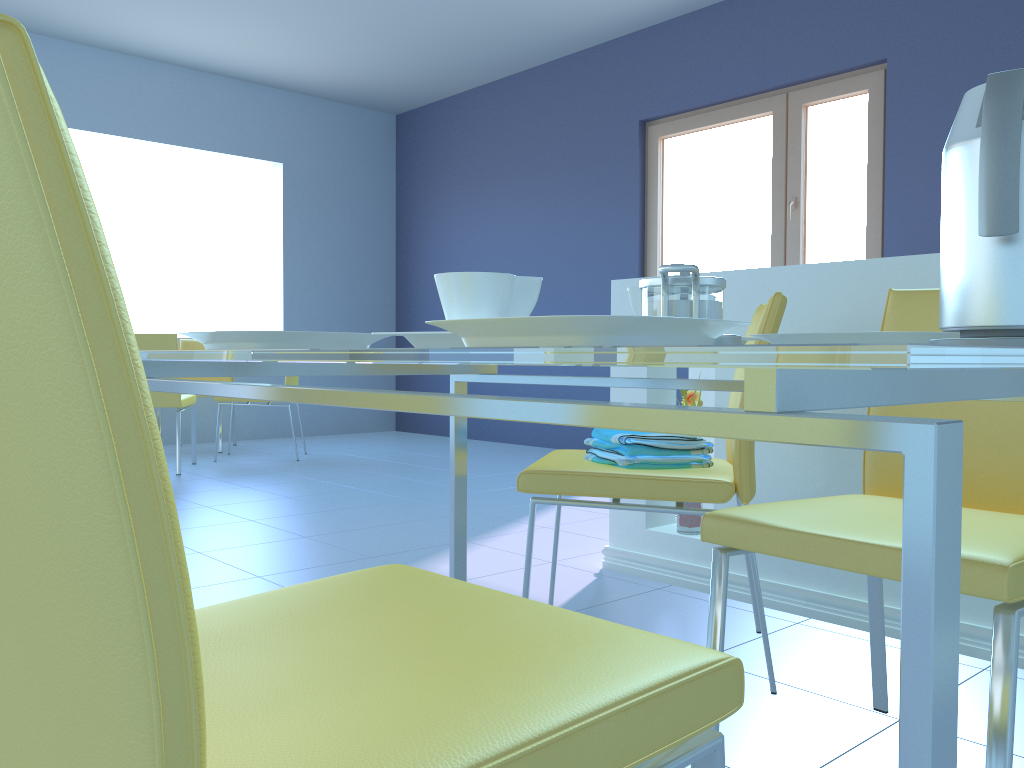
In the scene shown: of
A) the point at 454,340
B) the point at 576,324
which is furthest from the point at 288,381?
the point at 576,324

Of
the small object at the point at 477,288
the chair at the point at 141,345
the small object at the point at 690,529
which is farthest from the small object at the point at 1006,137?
the chair at the point at 141,345

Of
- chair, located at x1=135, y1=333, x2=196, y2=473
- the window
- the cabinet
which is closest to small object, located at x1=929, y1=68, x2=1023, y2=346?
the cabinet

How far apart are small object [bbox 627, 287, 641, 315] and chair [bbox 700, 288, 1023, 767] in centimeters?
29cm

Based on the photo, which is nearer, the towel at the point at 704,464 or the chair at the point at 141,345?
the towel at the point at 704,464

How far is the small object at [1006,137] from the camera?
0.7m

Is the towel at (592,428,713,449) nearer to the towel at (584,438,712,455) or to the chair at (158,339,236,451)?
the towel at (584,438,712,455)

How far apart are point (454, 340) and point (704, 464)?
0.88m

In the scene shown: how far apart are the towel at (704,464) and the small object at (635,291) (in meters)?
0.58

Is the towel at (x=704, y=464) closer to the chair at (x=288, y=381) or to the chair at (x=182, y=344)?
the chair at (x=288, y=381)
